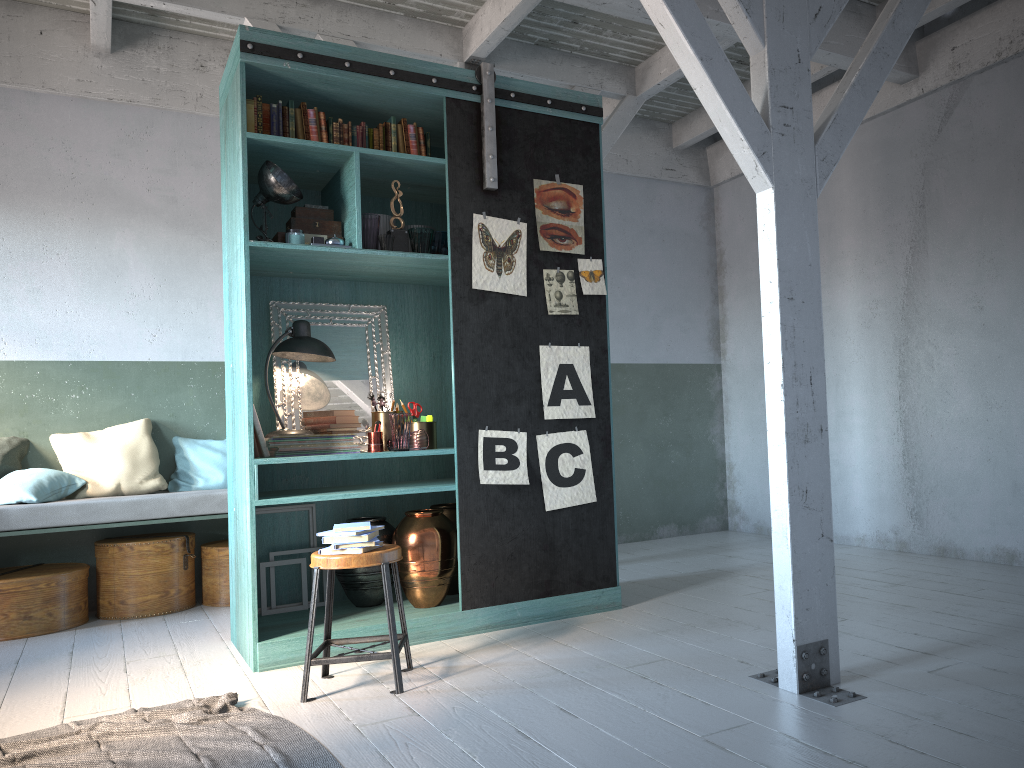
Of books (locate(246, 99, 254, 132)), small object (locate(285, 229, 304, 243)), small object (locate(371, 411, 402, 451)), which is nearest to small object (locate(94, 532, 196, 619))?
small object (locate(371, 411, 402, 451))

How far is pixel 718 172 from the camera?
9.3m

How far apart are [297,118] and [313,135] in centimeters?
13cm

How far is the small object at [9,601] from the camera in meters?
6.0 m

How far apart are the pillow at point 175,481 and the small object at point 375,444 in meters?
2.3 m

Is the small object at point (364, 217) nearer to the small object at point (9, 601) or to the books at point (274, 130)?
the books at point (274, 130)

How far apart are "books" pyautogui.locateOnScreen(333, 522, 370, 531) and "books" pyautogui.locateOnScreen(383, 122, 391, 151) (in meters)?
2.41

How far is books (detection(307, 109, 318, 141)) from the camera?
5.2 meters

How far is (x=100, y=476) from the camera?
6.70m

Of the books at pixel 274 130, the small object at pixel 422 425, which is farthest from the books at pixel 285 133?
the small object at pixel 422 425
